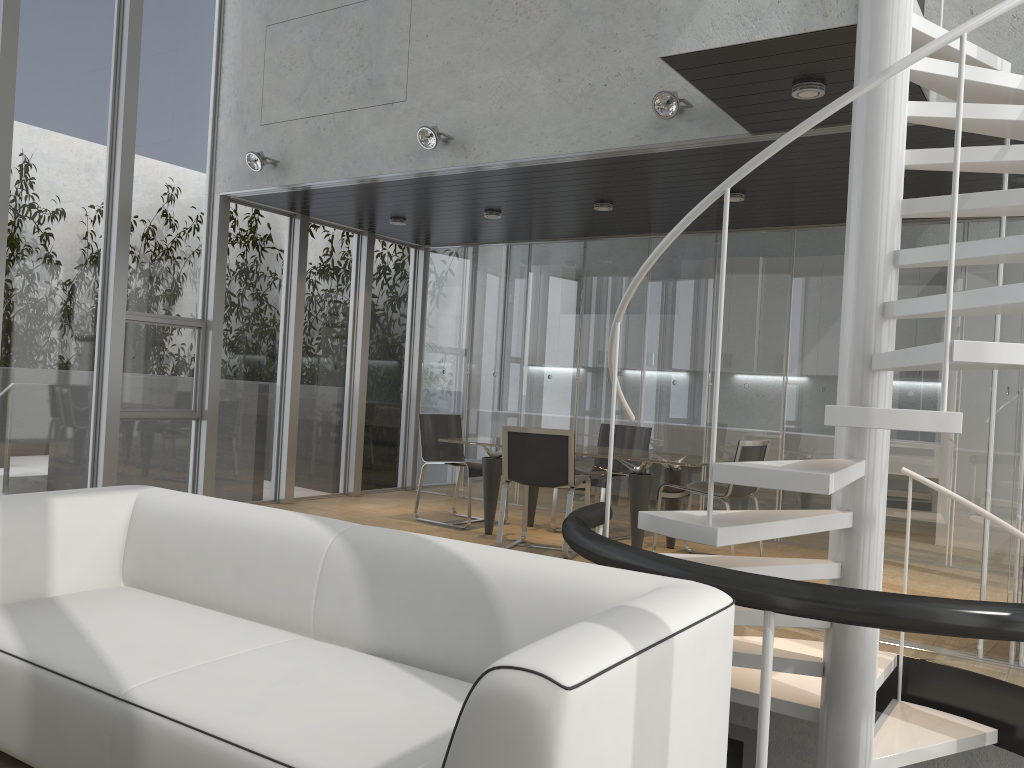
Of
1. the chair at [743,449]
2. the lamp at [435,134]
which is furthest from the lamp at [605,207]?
the chair at [743,449]

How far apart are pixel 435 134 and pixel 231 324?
2.9m

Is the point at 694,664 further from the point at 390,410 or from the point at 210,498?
the point at 390,410

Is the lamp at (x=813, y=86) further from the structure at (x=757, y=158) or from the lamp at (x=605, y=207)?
the lamp at (x=605, y=207)

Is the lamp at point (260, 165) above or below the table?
above

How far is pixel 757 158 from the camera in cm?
271

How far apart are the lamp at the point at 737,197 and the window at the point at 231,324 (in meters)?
4.13

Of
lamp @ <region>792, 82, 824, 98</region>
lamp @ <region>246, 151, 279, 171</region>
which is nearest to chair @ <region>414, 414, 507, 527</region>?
lamp @ <region>246, 151, 279, 171</region>

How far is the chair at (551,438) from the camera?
6.3 meters

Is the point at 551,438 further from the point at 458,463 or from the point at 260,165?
the point at 260,165
